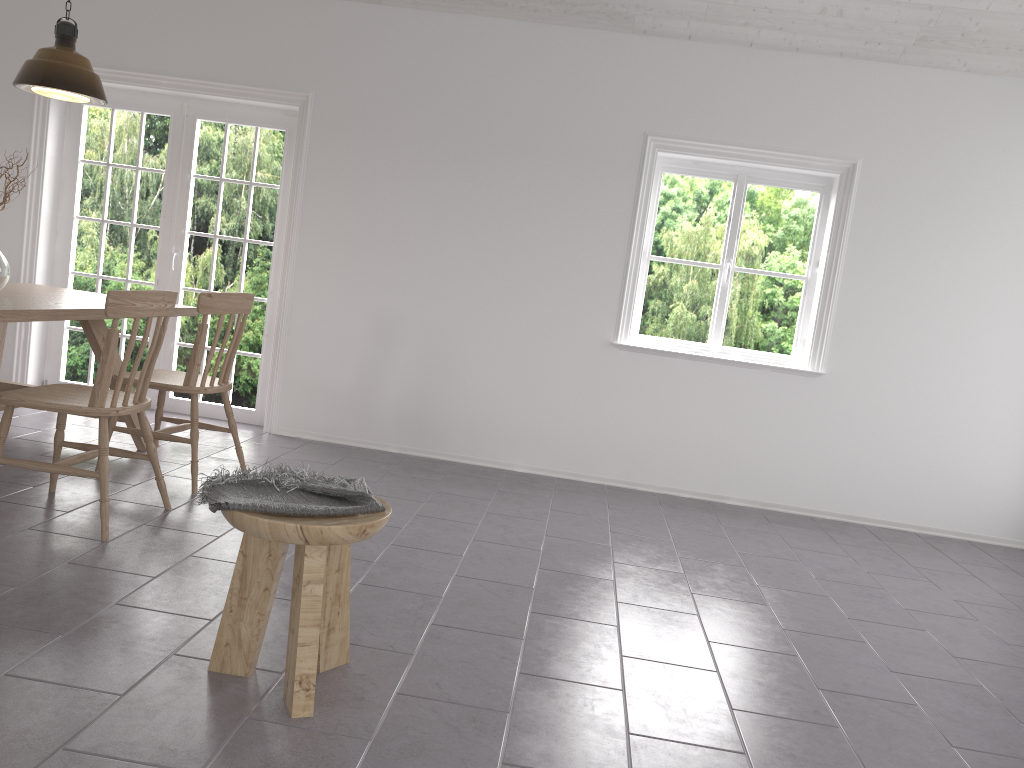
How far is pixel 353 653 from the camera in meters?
2.5 m

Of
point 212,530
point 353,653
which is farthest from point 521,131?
point 353,653

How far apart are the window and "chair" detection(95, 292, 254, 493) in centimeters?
235cm

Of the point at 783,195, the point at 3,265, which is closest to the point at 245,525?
the point at 3,265

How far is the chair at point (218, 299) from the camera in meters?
3.9 m

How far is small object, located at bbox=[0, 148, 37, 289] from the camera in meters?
3.8 m

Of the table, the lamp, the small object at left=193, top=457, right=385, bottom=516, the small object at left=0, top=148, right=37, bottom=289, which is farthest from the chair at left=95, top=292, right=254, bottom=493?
the small object at left=193, top=457, right=385, bottom=516

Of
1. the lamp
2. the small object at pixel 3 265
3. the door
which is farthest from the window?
the small object at pixel 3 265

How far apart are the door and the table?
0.8 meters

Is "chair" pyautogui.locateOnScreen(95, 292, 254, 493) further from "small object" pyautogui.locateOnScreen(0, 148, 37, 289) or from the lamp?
the lamp
